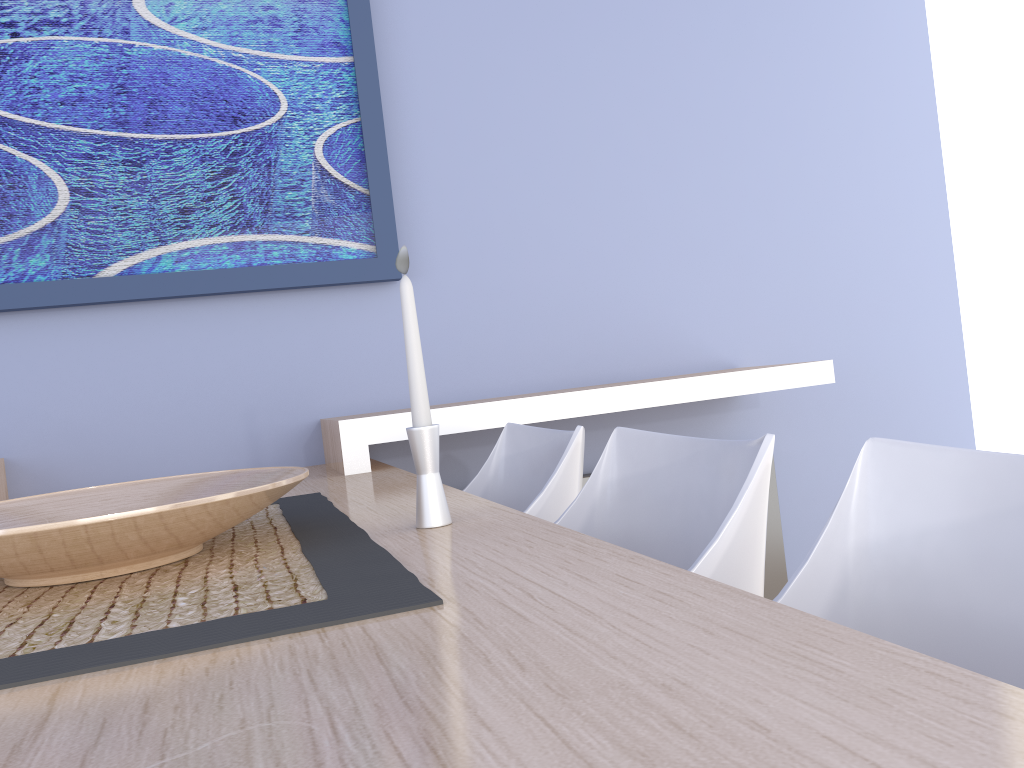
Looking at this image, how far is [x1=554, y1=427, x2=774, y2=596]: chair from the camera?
0.98m

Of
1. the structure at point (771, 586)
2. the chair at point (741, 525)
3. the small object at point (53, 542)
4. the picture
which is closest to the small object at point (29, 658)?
the small object at point (53, 542)

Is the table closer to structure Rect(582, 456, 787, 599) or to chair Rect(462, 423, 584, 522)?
chair Rect(462, 423, 584, 522)

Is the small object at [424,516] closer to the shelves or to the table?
the table

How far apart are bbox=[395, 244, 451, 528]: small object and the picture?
1.3m

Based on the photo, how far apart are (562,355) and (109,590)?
1.8 meters

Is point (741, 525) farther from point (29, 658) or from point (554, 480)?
point (29, 658)

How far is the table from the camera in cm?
39

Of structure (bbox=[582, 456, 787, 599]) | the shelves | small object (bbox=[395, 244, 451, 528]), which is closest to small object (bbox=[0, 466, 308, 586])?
small object (bbox=[395, 244, 451, 528])

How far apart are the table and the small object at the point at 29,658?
0.0m
